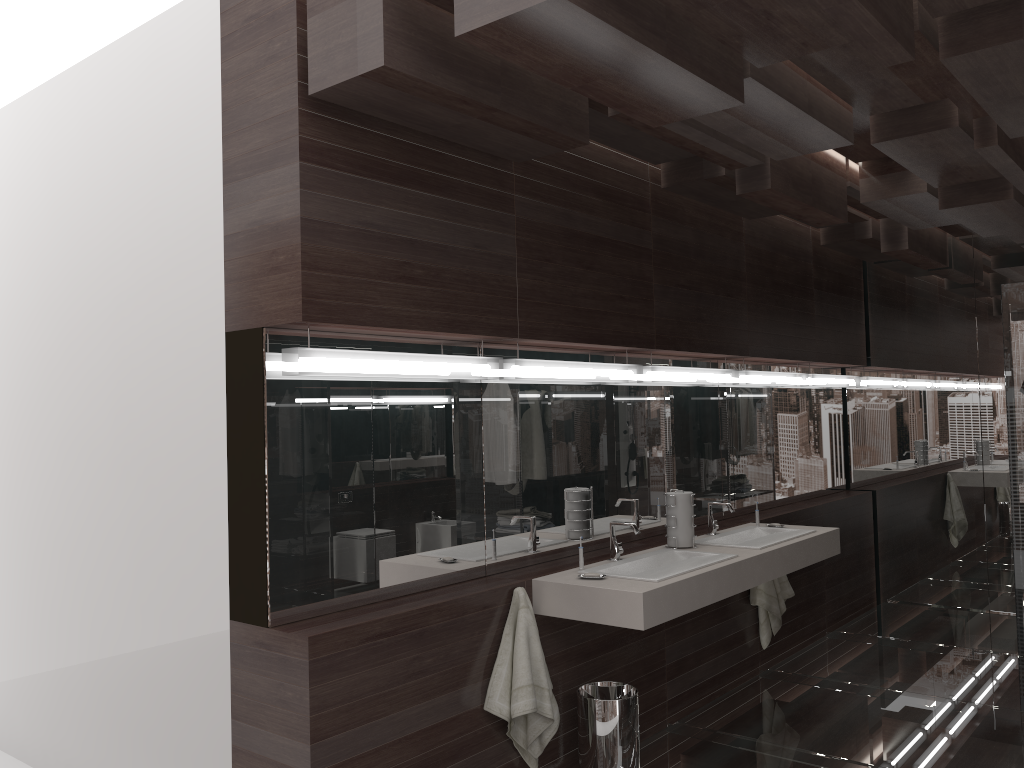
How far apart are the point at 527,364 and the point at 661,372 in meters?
1.0 m

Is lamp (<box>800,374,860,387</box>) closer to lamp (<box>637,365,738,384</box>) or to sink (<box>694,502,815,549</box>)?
lamp (<box>637,365,738,384</box>)

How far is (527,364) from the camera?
3.5m

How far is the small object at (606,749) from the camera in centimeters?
330cm

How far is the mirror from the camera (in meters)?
2.82

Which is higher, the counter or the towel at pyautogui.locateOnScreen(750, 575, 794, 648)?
the counter

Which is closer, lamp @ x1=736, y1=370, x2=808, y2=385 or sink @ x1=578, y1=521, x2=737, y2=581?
sink @ x1=578, y1=521, x2=737, y2=581

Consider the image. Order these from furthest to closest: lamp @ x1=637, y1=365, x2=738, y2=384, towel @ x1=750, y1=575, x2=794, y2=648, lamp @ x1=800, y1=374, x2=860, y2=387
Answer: lamp @ x1=800, y1=374, x2=860, y2=387
towel @ x1=750, y1=575, x2=794, y2=648
lamp @ x1=637, y1=365, x2=738, y2=384

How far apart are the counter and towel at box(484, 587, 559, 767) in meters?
0.1

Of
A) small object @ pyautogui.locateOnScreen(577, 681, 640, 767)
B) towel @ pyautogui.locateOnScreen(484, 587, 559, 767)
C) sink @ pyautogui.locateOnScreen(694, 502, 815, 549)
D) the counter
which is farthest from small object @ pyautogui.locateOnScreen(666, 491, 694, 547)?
towel @ pyautogui.locateOnScreen(484, 587, 559, 767)
